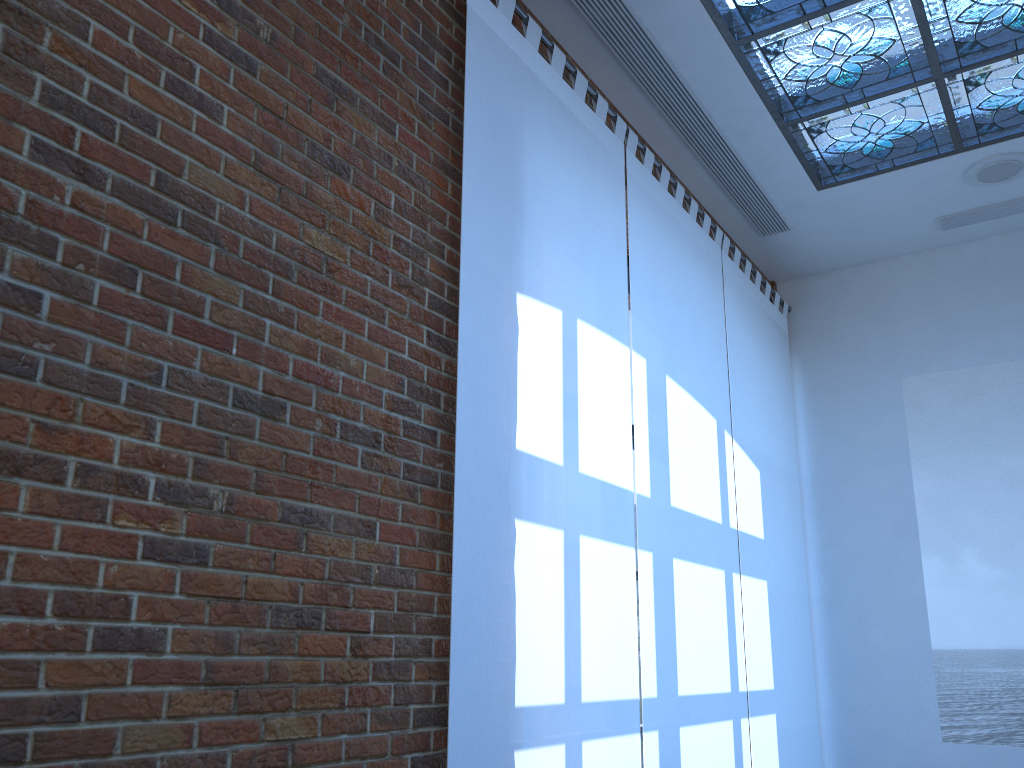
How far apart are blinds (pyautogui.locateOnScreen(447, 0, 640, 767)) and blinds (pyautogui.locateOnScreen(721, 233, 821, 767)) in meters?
1.4

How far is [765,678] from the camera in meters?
5.0

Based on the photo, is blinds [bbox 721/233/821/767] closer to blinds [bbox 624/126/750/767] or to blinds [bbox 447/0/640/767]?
blinds [bbox 624/126/750/767]

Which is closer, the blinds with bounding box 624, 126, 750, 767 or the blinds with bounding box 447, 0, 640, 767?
the blinds with bounding box 447, 0, 640, 767

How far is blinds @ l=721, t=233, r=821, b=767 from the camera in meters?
5.0

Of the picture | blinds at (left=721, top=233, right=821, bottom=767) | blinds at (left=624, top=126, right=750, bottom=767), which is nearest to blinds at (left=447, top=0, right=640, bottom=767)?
blinds at (left=624, top=126, right=750, bottom=767)

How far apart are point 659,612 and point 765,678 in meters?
1.5 m

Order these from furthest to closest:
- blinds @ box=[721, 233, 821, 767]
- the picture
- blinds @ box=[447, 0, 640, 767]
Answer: the picture, blinds @ box=[721, 233, 821, 767], blinds @ box=[447, 0, 640, 767]

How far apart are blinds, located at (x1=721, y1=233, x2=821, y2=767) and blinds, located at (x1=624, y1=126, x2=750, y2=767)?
0.1 meters

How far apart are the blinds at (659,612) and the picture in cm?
166
